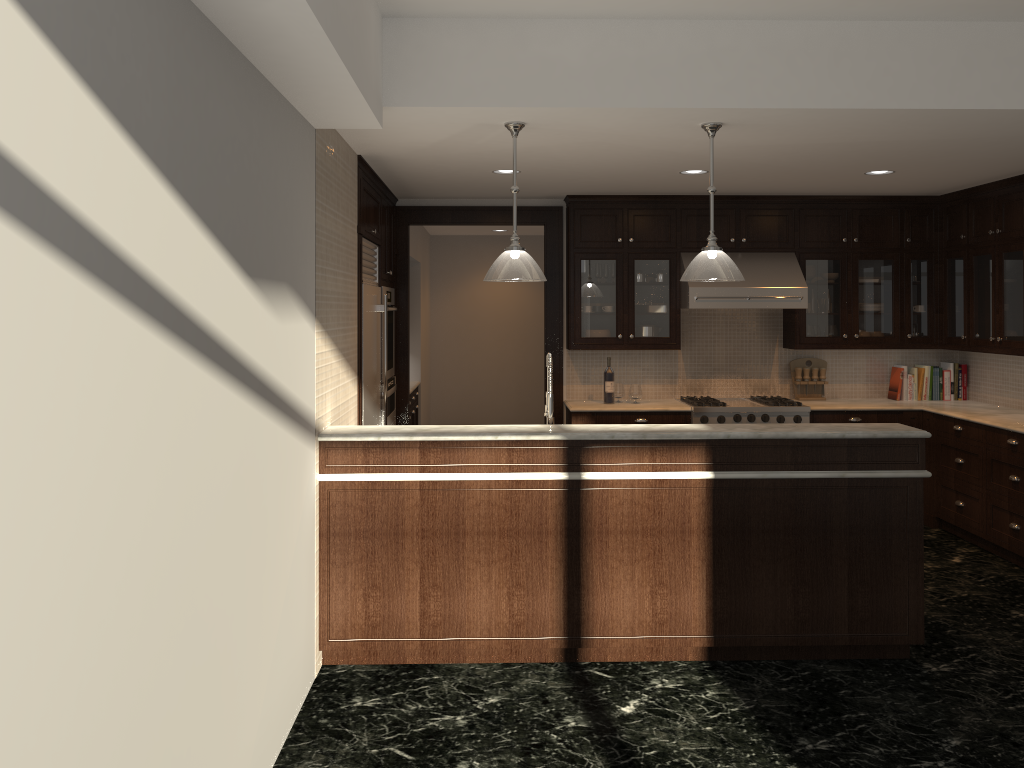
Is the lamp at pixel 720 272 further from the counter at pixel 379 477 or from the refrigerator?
the refrigerator

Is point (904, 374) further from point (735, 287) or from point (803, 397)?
point (735, 287)

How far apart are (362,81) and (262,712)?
2.3m

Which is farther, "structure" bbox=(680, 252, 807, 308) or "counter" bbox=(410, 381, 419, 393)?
"counter" bbox=(410, 381, 419, 393)

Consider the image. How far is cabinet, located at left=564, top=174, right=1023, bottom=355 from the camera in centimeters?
649cm

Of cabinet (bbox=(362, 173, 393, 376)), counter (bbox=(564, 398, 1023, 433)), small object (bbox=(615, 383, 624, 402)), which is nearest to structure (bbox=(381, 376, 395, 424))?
cabinet (bbox=(362, 173, 393, 376))

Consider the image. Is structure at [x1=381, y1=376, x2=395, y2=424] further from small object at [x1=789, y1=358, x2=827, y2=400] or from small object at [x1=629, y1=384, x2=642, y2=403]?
small object at [x1=789, y1=358, x2=827, y2=400]

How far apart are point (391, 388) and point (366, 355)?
1.2 meters

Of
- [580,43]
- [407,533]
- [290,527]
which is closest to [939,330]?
[580,43]

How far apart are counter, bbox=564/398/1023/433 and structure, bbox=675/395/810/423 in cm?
7
